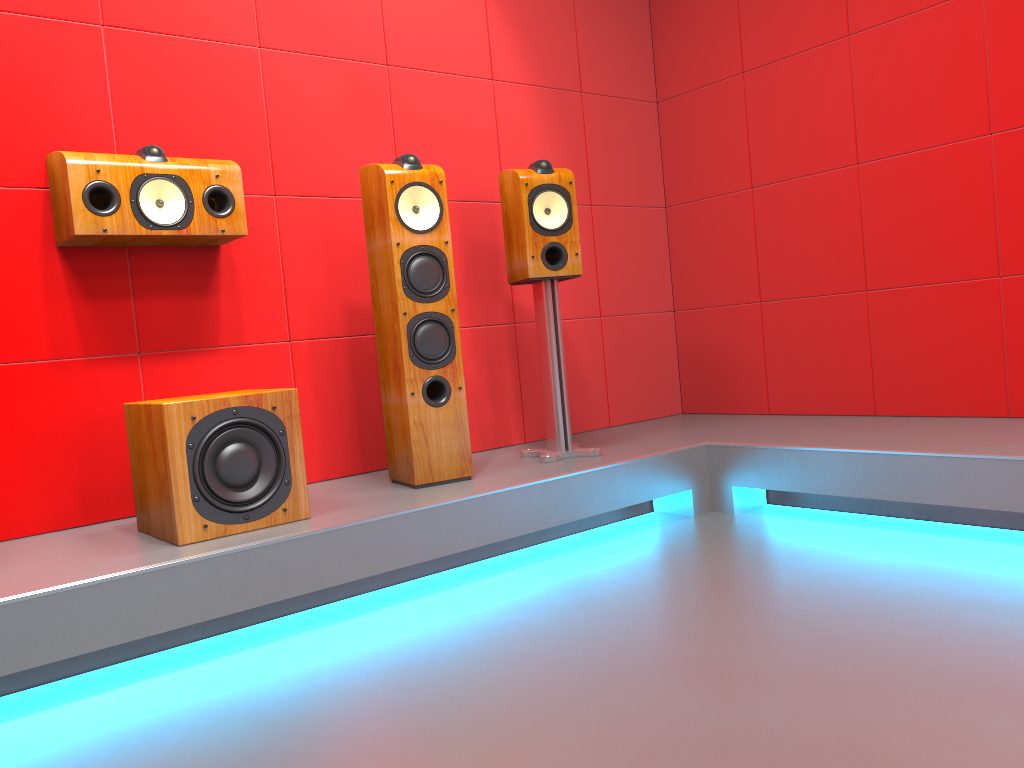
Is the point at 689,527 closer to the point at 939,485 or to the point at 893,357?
the point at 939,485

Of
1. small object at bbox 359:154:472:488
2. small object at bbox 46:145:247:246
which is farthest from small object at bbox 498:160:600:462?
small object at bbox 46:145:247:246

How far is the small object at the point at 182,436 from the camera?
2.22m

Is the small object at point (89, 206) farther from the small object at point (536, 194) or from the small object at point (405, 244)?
the small object at point (536, 194)

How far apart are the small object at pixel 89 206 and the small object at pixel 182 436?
0.5m

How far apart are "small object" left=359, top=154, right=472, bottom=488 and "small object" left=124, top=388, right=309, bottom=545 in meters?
0.4 m

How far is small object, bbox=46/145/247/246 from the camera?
2.4m

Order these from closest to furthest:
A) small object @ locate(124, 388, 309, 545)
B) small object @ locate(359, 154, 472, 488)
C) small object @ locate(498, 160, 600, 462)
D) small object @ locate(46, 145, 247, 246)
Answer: small object @ locate(124, 388, 309, 545) < small object @ locate(46, 145, 247, 246) < small object @ locate(359, 154, 472, 488) < small object @ locate(498, 160, 600, 462)

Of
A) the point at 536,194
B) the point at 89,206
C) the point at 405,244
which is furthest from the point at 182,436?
the point at 536,194

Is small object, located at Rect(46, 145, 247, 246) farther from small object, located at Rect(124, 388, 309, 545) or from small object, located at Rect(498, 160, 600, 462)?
small object, located at Rect(498, 160, 600, 462)
